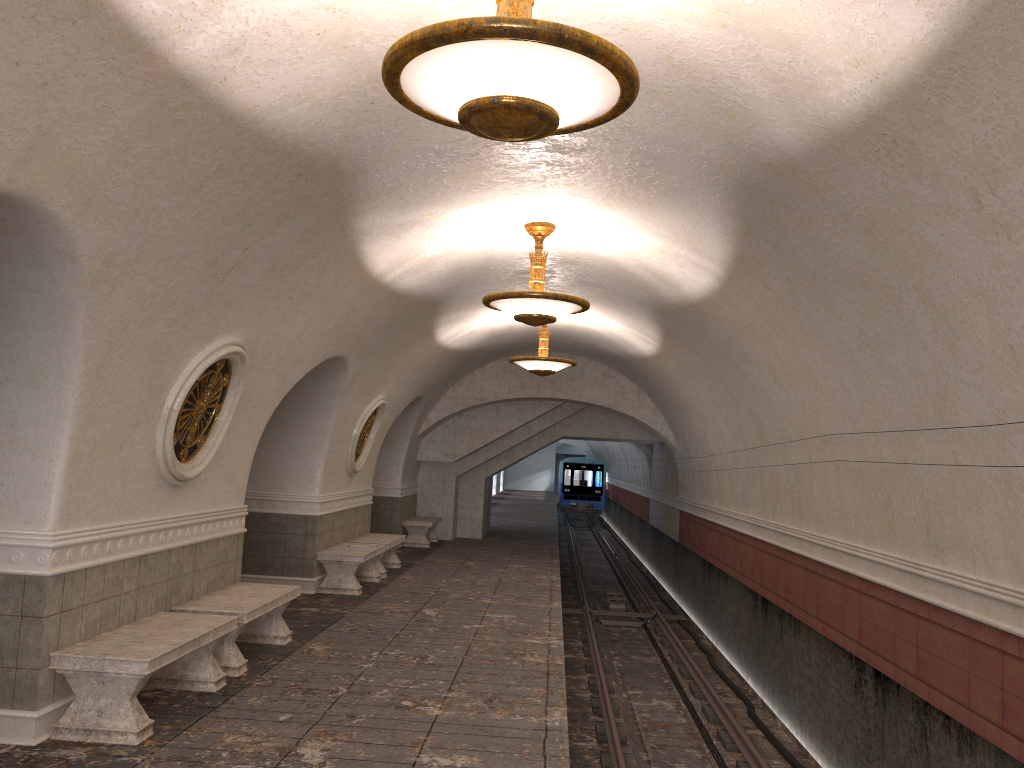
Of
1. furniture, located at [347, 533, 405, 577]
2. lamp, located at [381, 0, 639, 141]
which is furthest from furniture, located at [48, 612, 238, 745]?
furniture, located at [347, 533, 405, 577]

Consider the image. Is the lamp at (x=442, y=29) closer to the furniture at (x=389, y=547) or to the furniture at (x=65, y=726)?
the furniture at (x=65, y=726)

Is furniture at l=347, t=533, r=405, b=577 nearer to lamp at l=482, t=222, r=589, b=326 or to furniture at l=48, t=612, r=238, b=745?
lamp at l=482, t=222, r=589, b=326

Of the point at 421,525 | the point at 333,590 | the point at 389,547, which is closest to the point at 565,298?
the point at 333,590

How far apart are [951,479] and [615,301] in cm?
603

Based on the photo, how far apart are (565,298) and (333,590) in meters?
5.5

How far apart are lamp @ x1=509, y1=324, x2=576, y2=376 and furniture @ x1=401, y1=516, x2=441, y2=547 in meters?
5.7

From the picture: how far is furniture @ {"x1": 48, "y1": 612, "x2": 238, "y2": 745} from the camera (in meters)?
5.27

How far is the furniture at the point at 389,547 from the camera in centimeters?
1298cm

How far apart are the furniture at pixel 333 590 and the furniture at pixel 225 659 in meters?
2.9 m
